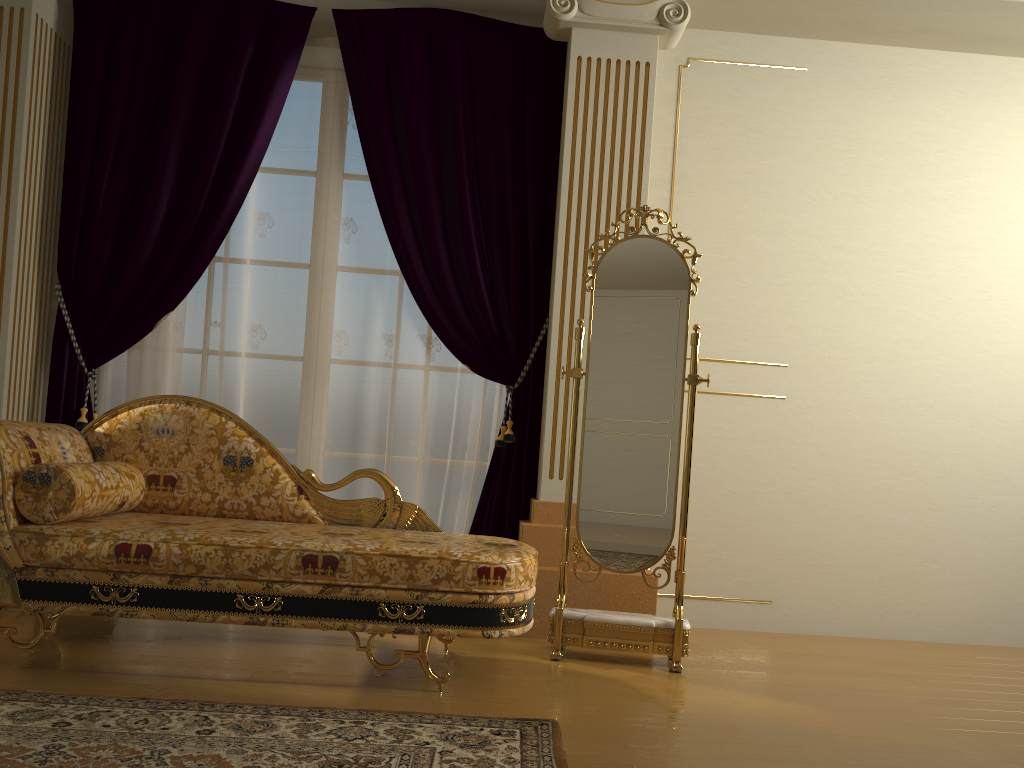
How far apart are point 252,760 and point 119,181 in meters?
2.8 m

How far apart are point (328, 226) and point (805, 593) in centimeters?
270cm

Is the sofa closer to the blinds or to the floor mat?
the floor mat

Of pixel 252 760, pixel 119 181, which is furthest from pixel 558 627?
pixel 119 181

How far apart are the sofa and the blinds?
0.60m

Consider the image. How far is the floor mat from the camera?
1.9 meters

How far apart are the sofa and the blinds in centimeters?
60cm

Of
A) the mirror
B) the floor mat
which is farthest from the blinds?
the floor mat

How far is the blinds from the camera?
3.82m

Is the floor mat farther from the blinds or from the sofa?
the blinds
